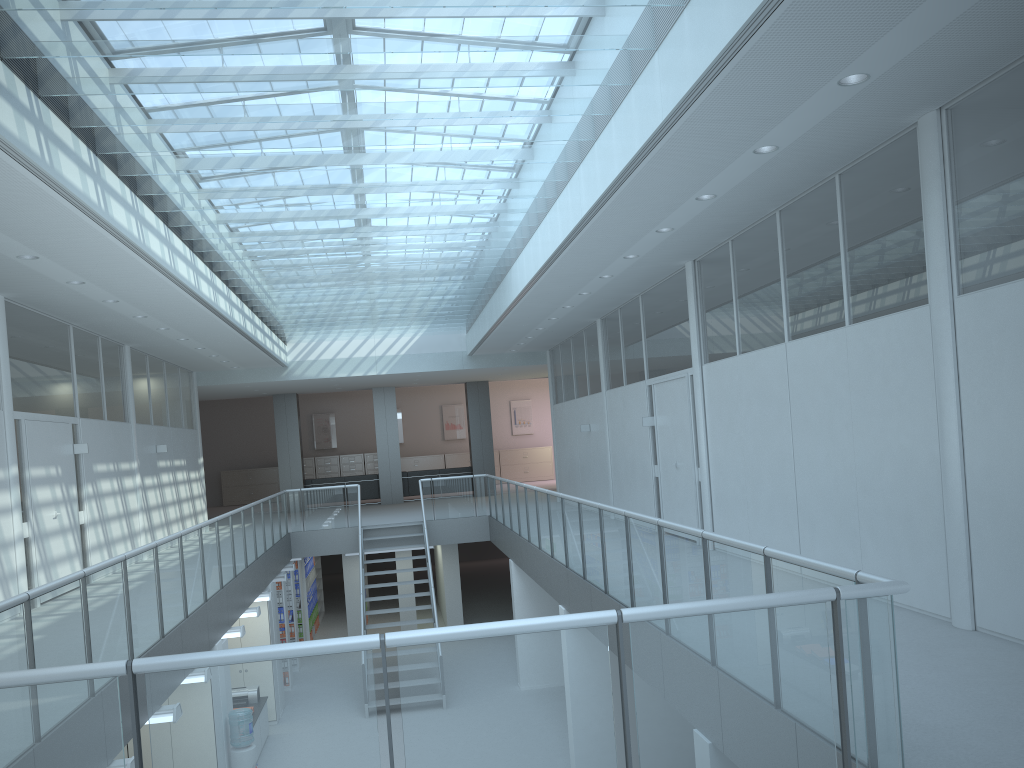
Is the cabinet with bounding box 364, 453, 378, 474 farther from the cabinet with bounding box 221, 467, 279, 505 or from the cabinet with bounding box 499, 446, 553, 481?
the cabinet with bounding box 499, 446, 553, 481

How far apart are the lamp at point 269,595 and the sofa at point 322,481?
9.9 meters

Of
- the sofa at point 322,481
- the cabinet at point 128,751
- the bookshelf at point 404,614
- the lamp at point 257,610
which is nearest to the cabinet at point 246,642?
the lamp at point 257,610

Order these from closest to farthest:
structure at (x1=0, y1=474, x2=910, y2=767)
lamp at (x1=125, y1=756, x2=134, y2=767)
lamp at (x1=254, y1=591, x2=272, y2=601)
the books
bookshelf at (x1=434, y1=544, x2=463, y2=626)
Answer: structure at (x1=0, y1=474, x2=910, y2=767) < lamp at (x1=125, y1=756, x2=134, y2=767) < lamp at (x1=254, y1=591, x2=272, y2=601) < bookshelf at (x1=434, y1=544, x2=463, y2=626) < the books

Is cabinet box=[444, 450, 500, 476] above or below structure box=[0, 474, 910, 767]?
above

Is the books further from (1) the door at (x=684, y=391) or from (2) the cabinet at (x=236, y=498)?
(2) the cabinet at (x=236, y=498)

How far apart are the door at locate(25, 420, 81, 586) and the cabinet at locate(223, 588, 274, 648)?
2.53m

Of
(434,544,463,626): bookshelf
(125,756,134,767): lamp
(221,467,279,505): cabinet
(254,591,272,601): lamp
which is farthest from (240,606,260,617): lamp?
(221,467,279,505): cabinet

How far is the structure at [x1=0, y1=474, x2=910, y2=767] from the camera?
2.6m

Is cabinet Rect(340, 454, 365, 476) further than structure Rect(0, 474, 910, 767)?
Yes
